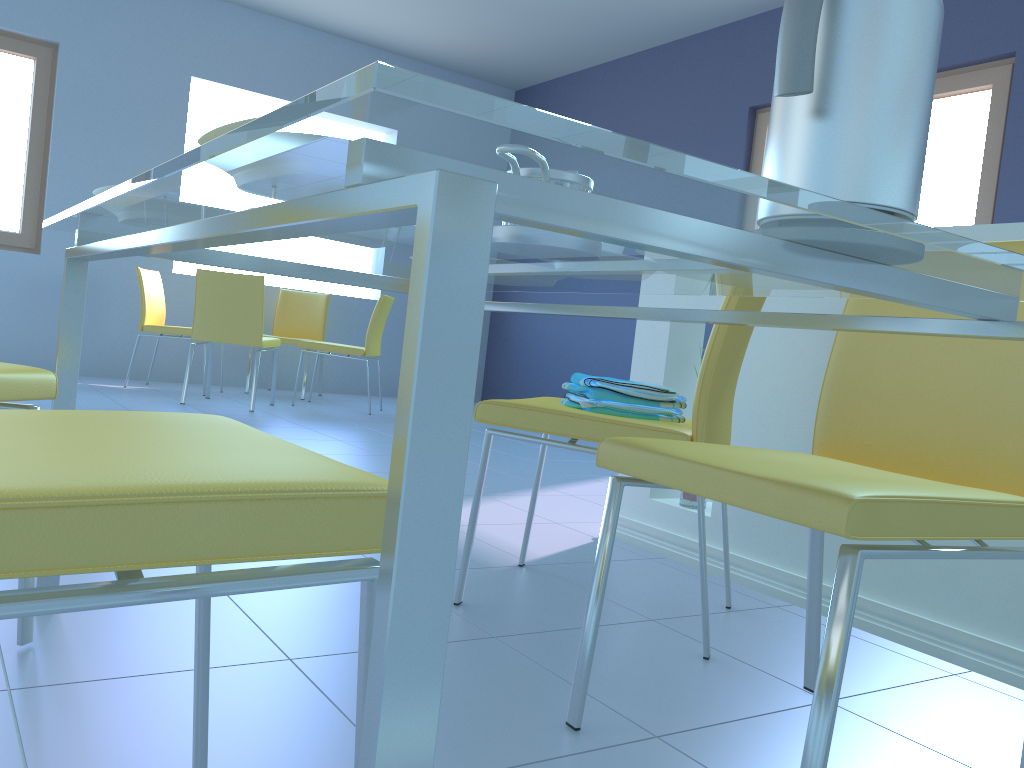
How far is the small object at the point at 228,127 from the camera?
0.6 meters

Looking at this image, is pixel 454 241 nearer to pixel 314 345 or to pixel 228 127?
pixel 228 127

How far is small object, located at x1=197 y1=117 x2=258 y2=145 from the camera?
0.6 meters

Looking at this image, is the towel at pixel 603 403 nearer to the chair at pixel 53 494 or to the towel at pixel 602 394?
the towel at pixel 602 394

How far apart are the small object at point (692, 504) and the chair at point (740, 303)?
0.47m

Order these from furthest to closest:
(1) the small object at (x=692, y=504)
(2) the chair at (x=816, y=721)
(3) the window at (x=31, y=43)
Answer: (3) the window at (x=31, y=43) < (1) the small object at (x=692, y=504) < (2) the chair at (x=816, y=721)

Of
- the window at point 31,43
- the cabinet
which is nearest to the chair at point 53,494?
the cabinet

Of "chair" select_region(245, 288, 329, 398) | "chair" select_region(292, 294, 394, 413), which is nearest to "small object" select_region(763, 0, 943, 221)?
"chair" select_region(292, 294, 394, 413)

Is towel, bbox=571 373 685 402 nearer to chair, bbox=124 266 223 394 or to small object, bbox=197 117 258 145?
small object, bbox=197 117 258 145

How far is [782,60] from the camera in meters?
0.6
